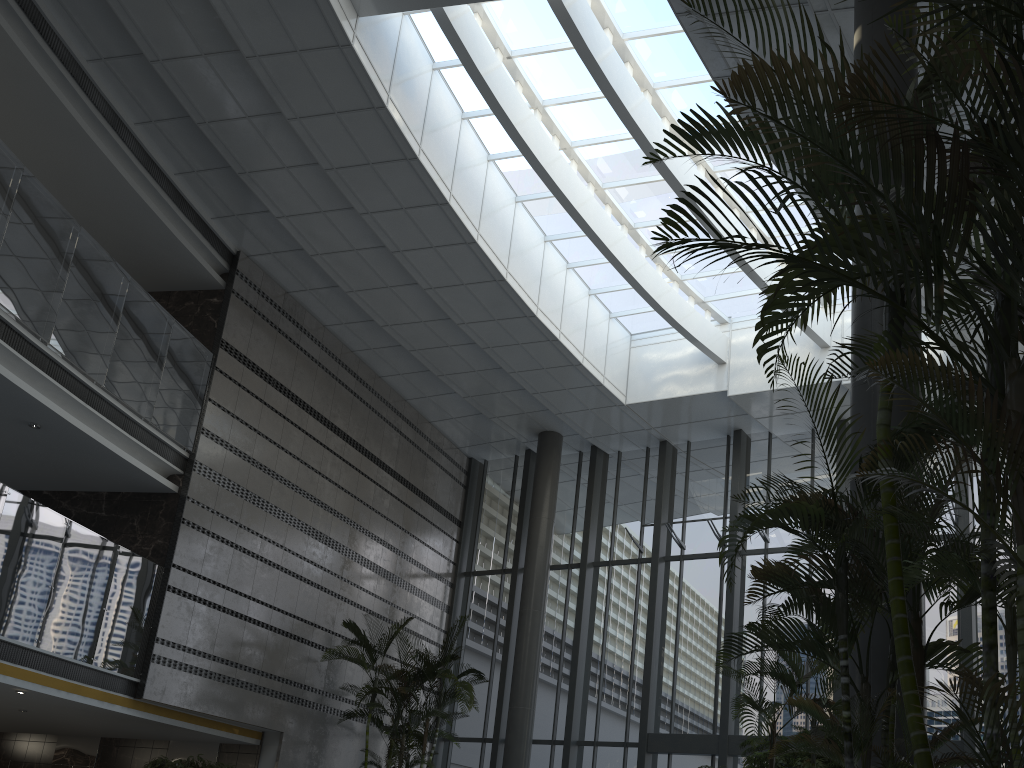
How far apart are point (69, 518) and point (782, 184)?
11.44m

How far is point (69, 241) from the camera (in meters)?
9.73

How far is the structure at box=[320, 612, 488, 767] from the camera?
11.3m

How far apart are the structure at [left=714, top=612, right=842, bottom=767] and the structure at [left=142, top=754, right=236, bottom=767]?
6.6m

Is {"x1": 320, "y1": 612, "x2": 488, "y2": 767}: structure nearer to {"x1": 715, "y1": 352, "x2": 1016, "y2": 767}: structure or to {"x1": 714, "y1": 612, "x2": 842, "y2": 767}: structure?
{"x1": 714, "y1": 612, "x2": 842, "y2": 767}: structure

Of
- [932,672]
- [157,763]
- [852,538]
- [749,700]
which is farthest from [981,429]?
[932,672]

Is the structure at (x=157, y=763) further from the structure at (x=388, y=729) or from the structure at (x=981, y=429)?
the structure at (x=981, y=429)

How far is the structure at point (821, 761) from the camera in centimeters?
847cm

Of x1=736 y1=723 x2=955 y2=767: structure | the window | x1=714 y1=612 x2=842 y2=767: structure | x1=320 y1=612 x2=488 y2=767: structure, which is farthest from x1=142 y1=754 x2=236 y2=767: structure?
x1=714 y1=612 x2=842 y2=767: structure

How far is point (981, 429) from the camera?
2.3m
